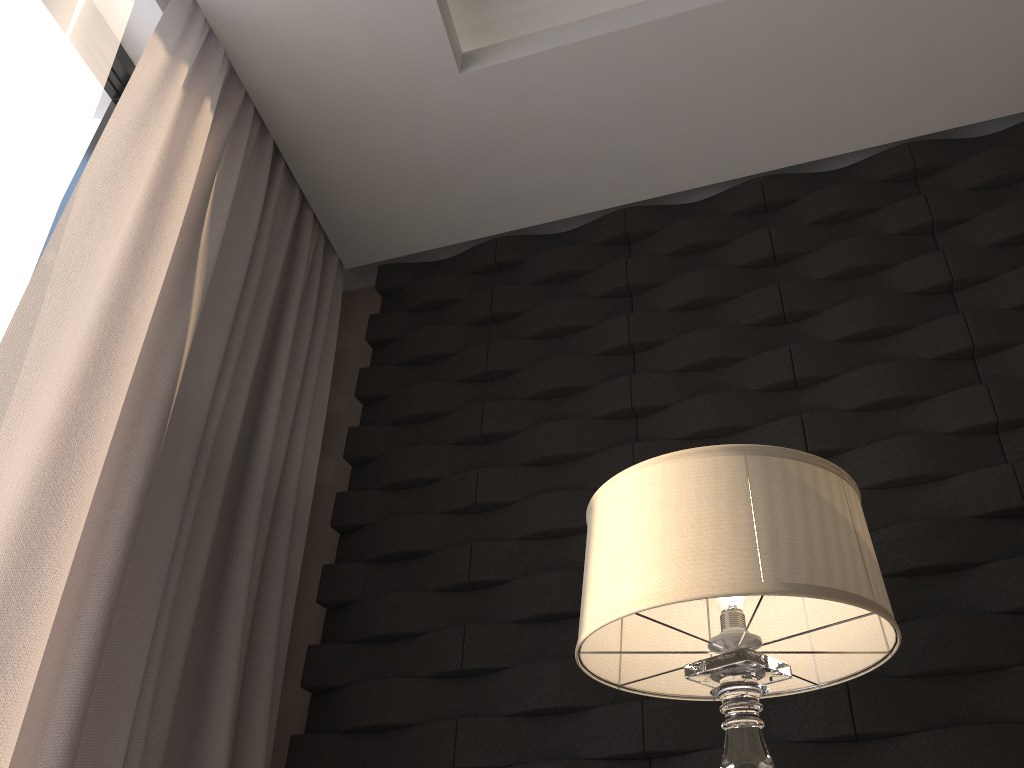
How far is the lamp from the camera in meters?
1.1 m

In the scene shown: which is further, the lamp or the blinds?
the blinds

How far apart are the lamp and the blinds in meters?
0.8 m

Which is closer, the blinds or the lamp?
the lamp

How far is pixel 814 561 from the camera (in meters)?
1.10

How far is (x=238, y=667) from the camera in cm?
182

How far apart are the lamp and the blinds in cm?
78

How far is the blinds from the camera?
1.46m

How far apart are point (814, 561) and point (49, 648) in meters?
1.2
